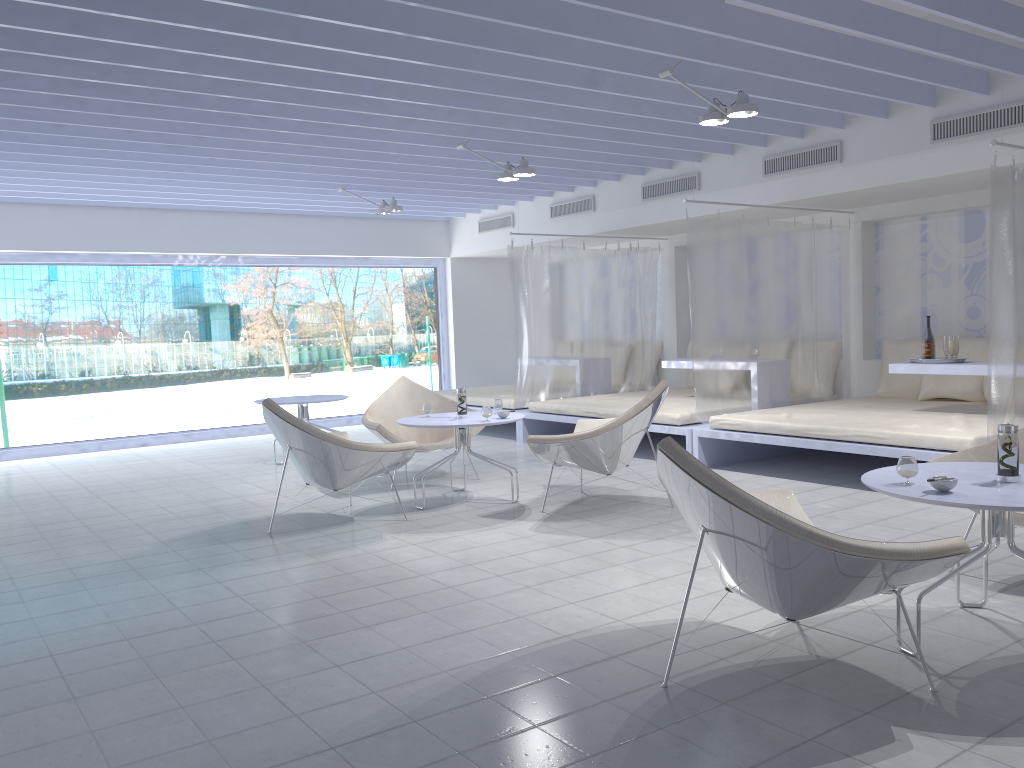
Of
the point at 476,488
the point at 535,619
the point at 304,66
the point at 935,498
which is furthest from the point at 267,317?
the point at 935,498

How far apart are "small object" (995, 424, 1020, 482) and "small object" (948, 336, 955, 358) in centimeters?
329cm

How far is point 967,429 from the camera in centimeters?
515cm

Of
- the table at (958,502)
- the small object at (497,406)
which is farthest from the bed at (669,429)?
the table at (958,502)

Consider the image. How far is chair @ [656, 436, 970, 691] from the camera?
2.38m

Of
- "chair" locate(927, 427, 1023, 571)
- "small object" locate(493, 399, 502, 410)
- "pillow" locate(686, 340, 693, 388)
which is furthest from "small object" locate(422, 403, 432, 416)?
"pillow" locate(686, 340, 693, 388)

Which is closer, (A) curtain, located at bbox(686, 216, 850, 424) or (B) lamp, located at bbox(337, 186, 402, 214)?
(A) curtain, located at bbox(686, 216, 850, 424)

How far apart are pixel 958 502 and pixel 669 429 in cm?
412

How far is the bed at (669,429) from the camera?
6.7m

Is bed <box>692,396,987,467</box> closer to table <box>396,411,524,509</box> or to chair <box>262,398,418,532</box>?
table <box>396,411,524,509</box>
